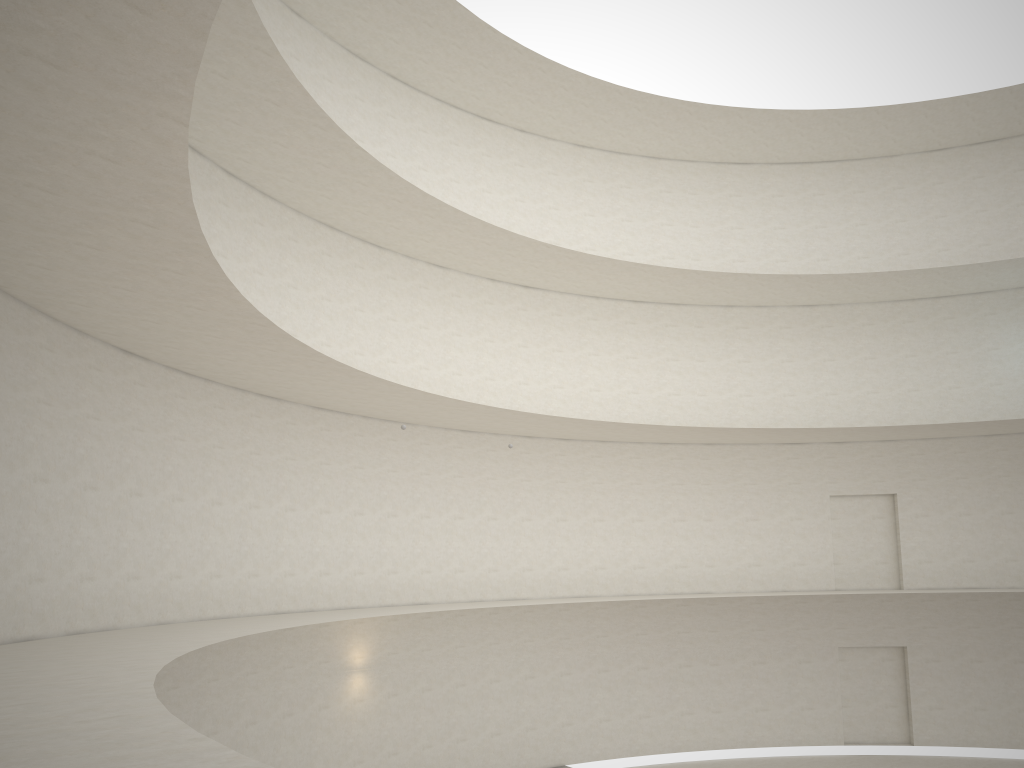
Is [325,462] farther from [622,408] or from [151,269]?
[622,408]
